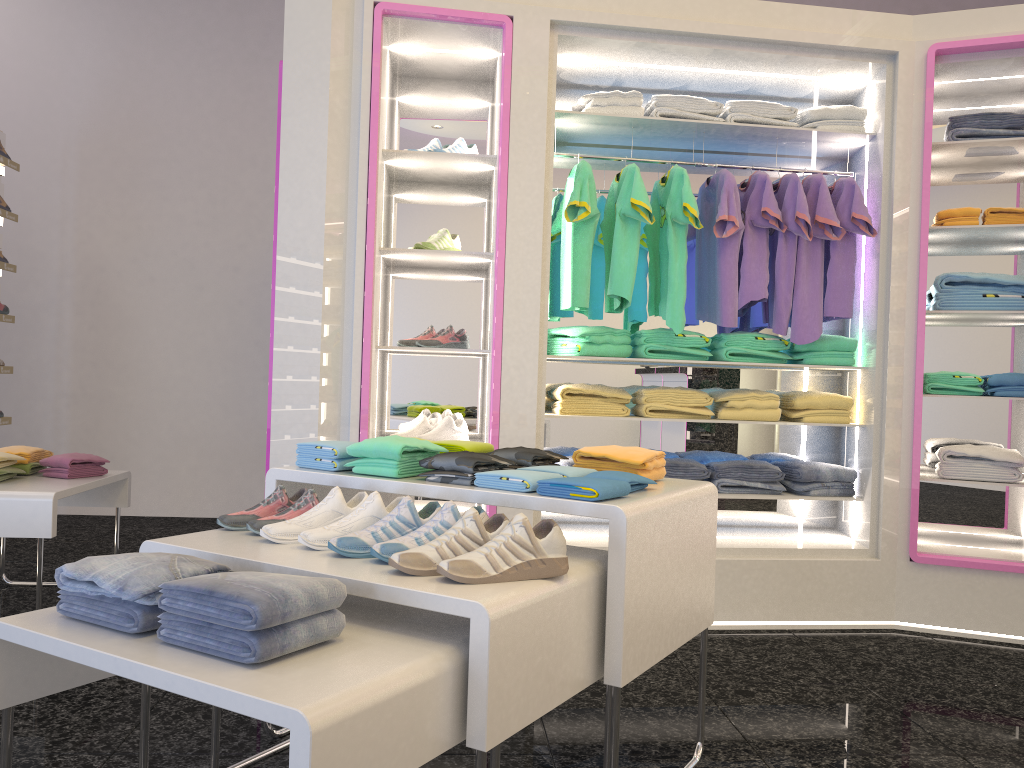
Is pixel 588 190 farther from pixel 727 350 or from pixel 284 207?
pixel 284 207

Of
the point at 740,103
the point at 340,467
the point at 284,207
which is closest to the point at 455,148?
the point at 284,207

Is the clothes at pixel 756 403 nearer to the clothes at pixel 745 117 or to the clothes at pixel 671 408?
the clothes at pixel 671 408

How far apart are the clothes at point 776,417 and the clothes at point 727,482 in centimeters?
30cm

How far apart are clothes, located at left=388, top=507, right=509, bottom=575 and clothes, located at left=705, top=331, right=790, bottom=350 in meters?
2.4 m

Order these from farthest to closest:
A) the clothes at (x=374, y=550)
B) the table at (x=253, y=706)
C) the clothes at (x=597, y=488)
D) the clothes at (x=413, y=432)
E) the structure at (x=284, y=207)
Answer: the clothes at (x=413, y=432) → the structure at (x=284, y=207) → the clothes at (x=597, y=488) → the clothes at (x=374, y=550) → the table at (x=253, y=706)

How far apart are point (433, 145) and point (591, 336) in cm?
111

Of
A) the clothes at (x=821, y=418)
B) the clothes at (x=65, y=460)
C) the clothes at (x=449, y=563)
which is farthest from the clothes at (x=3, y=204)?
the clothes at (x=449, y=563)

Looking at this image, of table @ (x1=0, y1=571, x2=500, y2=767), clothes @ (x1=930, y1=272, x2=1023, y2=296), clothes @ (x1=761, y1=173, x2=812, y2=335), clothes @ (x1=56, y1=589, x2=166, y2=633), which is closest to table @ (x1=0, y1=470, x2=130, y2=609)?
table @ (x1=0, y1=571, x2=500, y2=767)

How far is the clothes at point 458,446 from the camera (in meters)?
2.57
